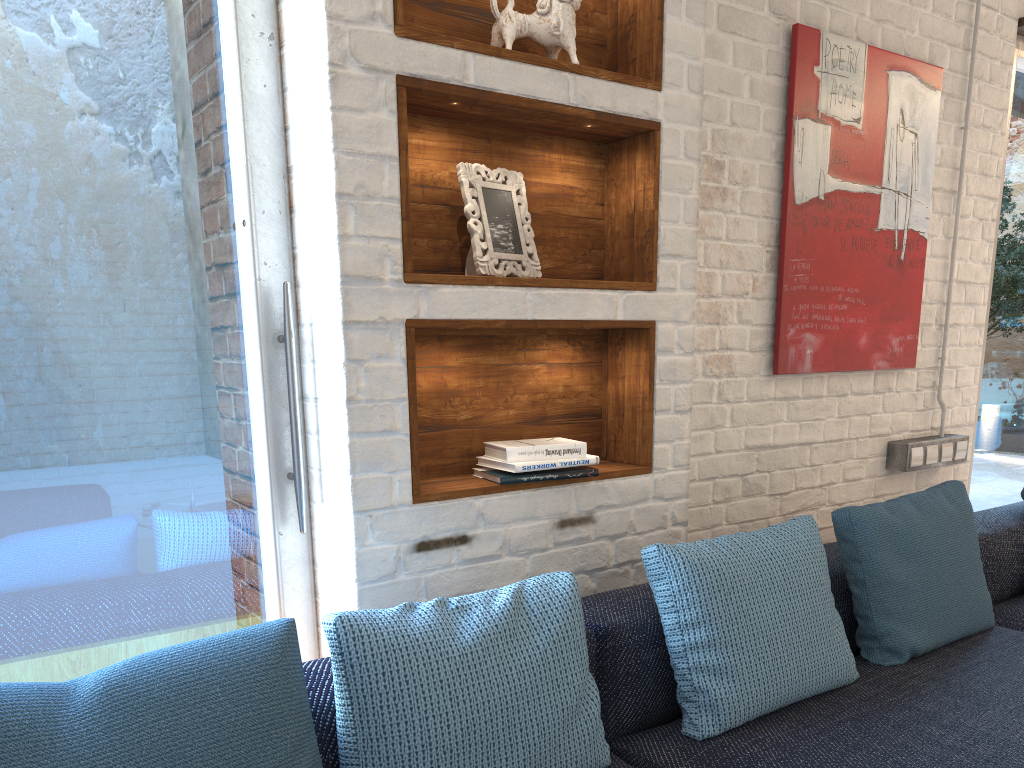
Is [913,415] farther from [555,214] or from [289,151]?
[289,151]

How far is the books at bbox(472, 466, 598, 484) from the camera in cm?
193

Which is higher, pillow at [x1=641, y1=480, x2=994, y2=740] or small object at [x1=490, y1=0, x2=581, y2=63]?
small object at [x1=490, y1=0, x2=581, y2=63]

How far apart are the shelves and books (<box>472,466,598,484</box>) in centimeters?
2cm

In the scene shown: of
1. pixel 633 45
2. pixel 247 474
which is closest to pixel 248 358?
pixel 247 474

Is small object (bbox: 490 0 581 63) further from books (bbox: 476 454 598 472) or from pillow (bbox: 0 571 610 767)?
pillow (bbox: 0 571 610 767)

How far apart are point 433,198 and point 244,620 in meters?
1.0

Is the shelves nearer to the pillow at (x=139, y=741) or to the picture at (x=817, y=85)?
the pillow at (x=139, y=741)

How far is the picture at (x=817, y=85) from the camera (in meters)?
2.65

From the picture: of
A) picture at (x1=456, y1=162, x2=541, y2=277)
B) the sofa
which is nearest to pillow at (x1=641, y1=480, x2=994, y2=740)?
the sofa
